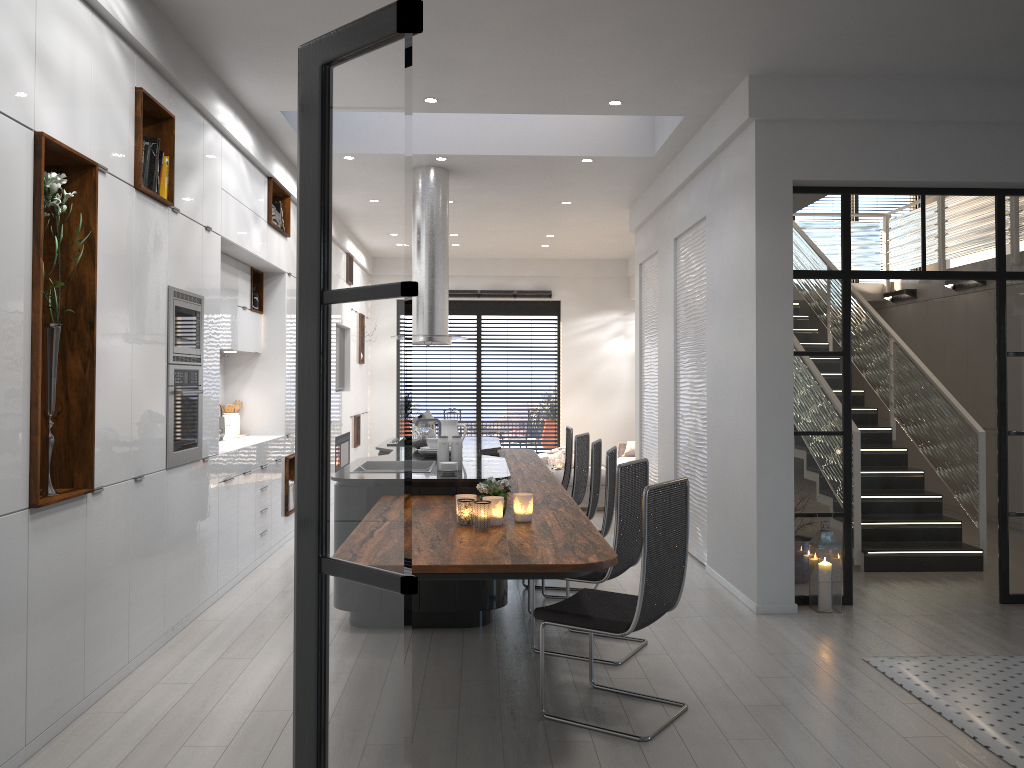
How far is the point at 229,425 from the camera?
7.59m

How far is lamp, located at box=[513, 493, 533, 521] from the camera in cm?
406

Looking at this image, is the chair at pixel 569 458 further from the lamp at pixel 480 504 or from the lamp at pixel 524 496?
the lamp at pixel 480 504

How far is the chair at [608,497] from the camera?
5.4m

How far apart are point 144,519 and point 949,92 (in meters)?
5.34

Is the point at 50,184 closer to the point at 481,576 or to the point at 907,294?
the point at 481,576

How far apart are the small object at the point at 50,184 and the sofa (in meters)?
8.50

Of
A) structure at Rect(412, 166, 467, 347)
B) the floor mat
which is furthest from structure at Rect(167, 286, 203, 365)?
the floor mat

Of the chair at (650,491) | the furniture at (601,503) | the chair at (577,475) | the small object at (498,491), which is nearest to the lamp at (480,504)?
the small object at (498,491)

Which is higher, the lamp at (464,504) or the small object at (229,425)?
the small object at (229,425)
